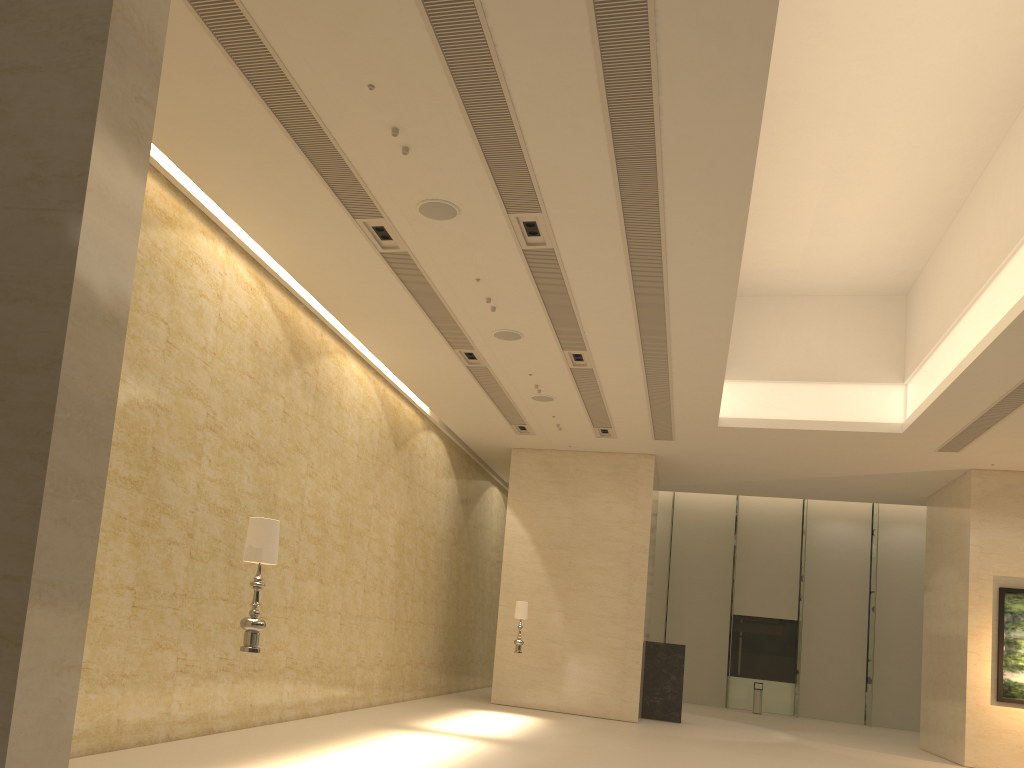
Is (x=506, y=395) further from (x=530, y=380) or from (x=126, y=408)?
(x=126, y=408)

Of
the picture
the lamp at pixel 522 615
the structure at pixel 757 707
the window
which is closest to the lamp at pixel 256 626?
the lamp at pixel 522 615

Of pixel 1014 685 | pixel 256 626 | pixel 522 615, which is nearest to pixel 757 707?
pixel 1014 685

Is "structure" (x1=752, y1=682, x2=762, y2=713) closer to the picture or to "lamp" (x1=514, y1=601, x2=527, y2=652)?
the picture

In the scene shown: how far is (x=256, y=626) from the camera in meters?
6.3 m

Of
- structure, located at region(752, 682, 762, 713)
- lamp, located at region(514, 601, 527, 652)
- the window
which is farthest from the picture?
the window

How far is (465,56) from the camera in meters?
7.1

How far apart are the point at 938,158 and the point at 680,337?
4.5 meters

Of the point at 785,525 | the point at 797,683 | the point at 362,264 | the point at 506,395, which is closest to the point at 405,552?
the point at 506,395

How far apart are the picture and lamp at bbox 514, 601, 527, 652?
9.44m
